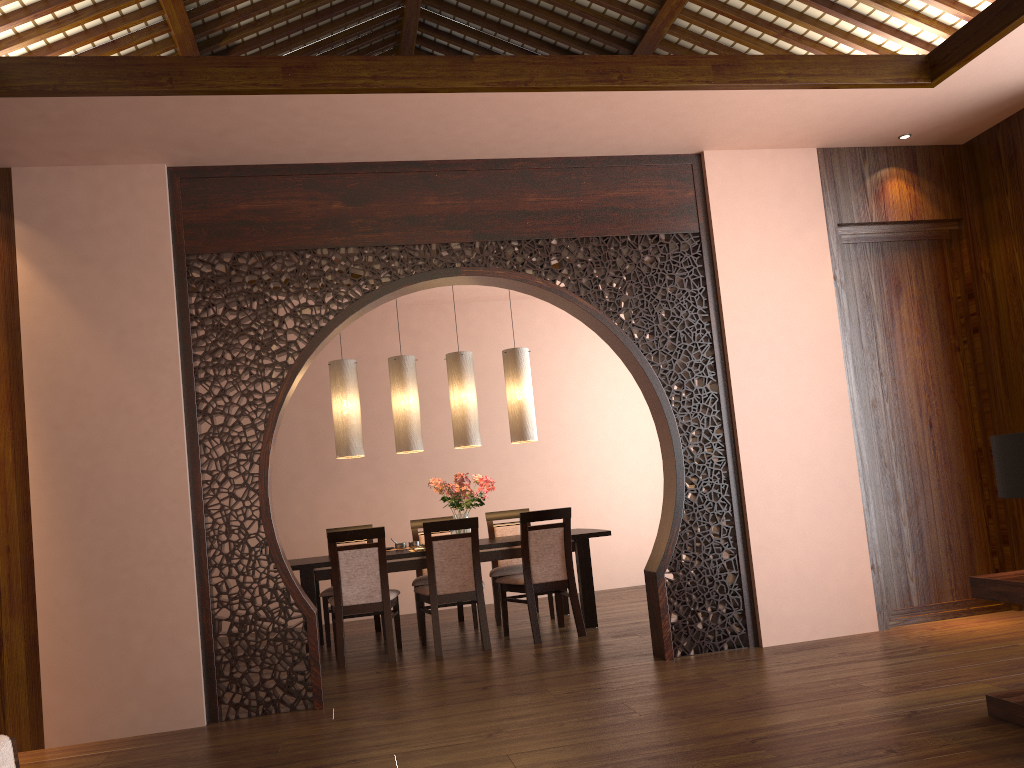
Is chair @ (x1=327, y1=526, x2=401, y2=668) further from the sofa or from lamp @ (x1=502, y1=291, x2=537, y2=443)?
the sofa

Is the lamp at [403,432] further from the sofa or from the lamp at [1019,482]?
the sofa

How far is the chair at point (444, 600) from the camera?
5.7 meters

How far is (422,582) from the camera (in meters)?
6.52

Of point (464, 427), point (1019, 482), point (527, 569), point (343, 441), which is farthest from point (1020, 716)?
point (343, 441)

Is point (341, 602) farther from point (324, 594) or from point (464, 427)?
point (464, 427)

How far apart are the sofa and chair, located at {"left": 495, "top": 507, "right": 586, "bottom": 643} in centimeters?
424cm

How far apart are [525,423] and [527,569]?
1.19m

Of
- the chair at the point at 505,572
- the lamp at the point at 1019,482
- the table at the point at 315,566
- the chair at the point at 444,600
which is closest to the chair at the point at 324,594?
the table at the point at 315,566

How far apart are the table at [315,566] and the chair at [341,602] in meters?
0.1
